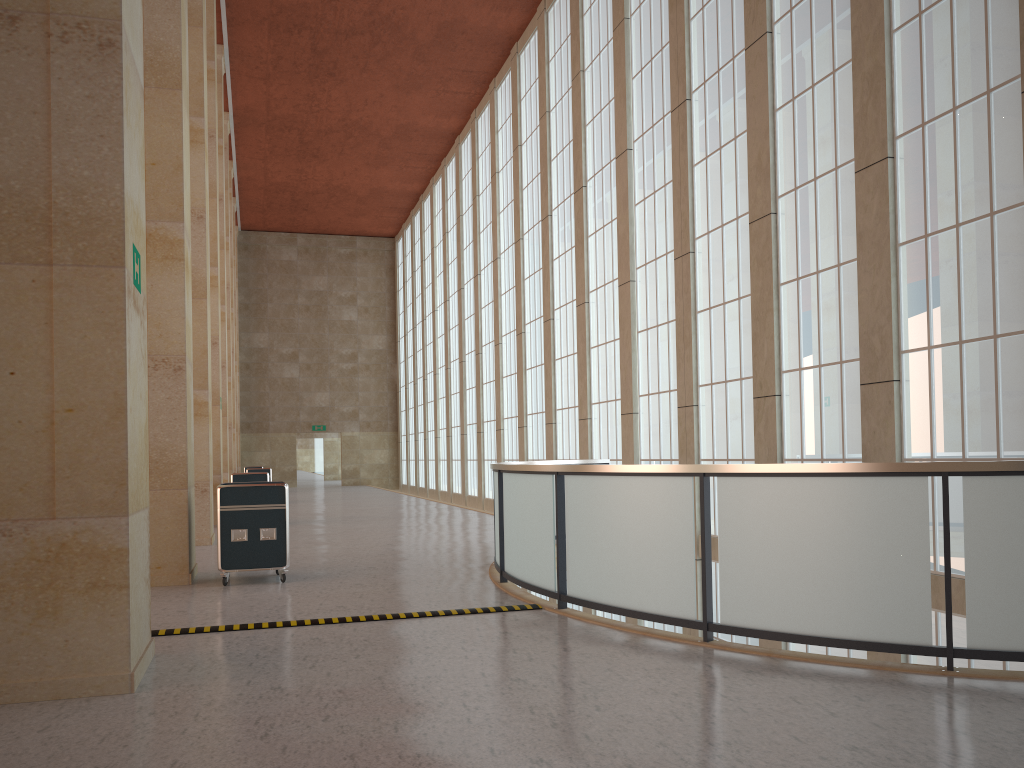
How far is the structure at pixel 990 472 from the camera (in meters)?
7.28

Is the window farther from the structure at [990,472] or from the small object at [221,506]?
the small object at [221,506]

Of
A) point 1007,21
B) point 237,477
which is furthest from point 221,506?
point 1007,21

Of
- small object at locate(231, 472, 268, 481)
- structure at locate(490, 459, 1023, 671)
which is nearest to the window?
structure at locate(490, 459, 1023, 671)

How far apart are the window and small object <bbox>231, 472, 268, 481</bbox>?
9.94m

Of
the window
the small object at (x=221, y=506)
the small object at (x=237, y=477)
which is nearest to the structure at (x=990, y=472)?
the window

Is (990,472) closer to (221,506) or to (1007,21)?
(1007,21)

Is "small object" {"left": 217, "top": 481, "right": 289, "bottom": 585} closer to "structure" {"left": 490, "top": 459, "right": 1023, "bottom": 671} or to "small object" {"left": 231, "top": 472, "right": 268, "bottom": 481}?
"structure" {"left": 490, "top": 459, "right": 1023, "bottom": 671}

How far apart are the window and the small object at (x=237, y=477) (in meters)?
9.94

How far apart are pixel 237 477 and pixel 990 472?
21.46m
